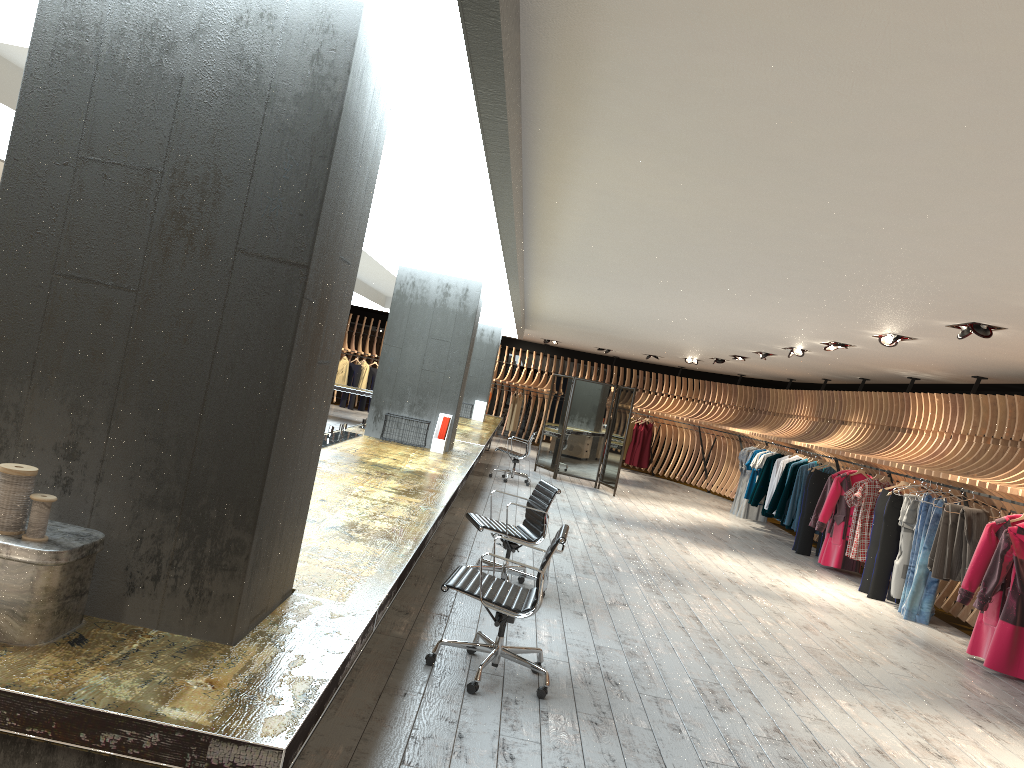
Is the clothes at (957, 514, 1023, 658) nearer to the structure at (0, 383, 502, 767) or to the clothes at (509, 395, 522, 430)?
the structure at (0, 383, 502, 767)

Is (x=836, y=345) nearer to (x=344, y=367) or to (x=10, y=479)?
(x=10, y=479)

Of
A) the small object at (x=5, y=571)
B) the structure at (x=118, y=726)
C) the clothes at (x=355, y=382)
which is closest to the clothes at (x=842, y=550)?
the structure at (x=118, y=726)

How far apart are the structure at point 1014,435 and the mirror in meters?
2.5

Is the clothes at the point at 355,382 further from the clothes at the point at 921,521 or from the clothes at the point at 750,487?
the clothes at the point at 921,521

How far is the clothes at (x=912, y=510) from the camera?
9.6 meters

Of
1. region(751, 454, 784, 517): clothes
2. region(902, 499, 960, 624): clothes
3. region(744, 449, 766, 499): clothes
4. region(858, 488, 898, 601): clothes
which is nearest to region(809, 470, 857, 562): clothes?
region(858, 488, 898, 601): clothes

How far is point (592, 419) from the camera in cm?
1605

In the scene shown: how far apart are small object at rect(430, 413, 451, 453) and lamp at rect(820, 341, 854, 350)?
4.73m

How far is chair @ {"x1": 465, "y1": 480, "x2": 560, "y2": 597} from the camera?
6.70m
